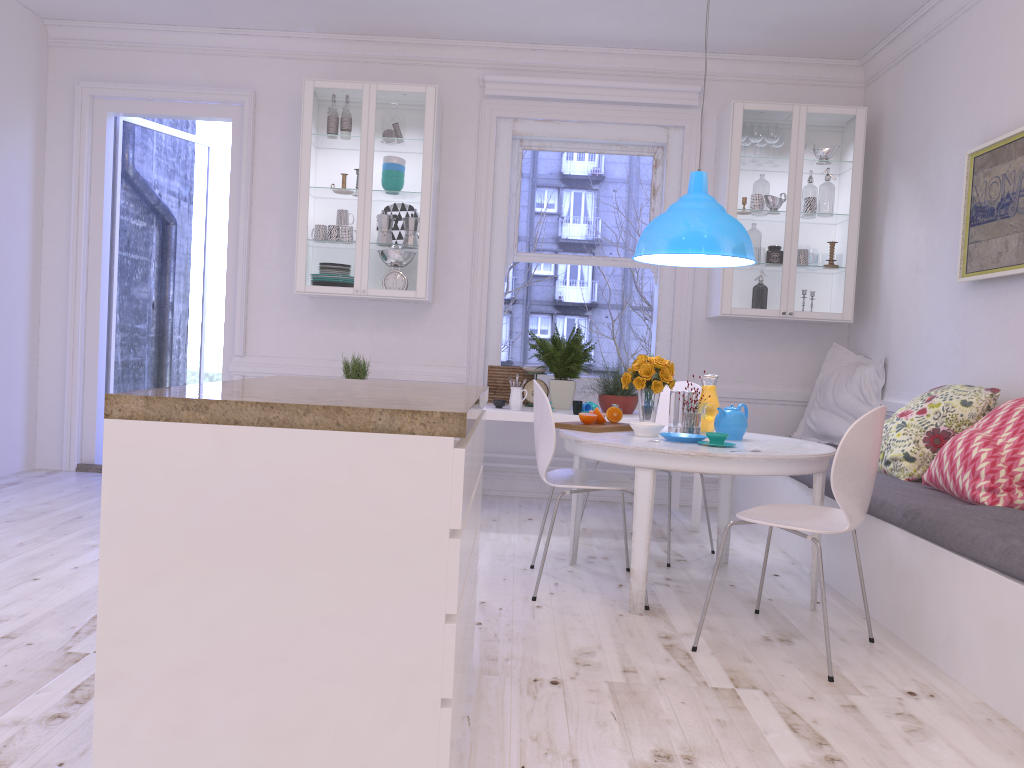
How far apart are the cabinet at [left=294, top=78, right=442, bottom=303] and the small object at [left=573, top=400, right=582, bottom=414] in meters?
1.2

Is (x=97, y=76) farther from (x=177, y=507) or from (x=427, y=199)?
(x=177, y=507)

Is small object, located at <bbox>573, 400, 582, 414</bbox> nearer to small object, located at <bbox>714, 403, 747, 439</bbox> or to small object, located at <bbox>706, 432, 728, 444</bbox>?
small object, located at <bbox>714, 403, 747, 439</bbox>

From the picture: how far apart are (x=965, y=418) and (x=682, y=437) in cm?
130

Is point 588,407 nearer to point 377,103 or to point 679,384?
point 679,384

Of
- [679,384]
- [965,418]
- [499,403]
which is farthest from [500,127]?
[965,418]

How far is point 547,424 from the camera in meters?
3.5 m

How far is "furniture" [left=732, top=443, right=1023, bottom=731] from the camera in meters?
2.5

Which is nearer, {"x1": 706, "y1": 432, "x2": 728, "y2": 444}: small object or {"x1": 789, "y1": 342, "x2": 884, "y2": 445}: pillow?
{"x1": 706, "y1": 432, "x2": 728, "y2": 444}: small object

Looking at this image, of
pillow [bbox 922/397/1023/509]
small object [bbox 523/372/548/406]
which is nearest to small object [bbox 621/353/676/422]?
pillow [bbox 922/397/1023/509]
